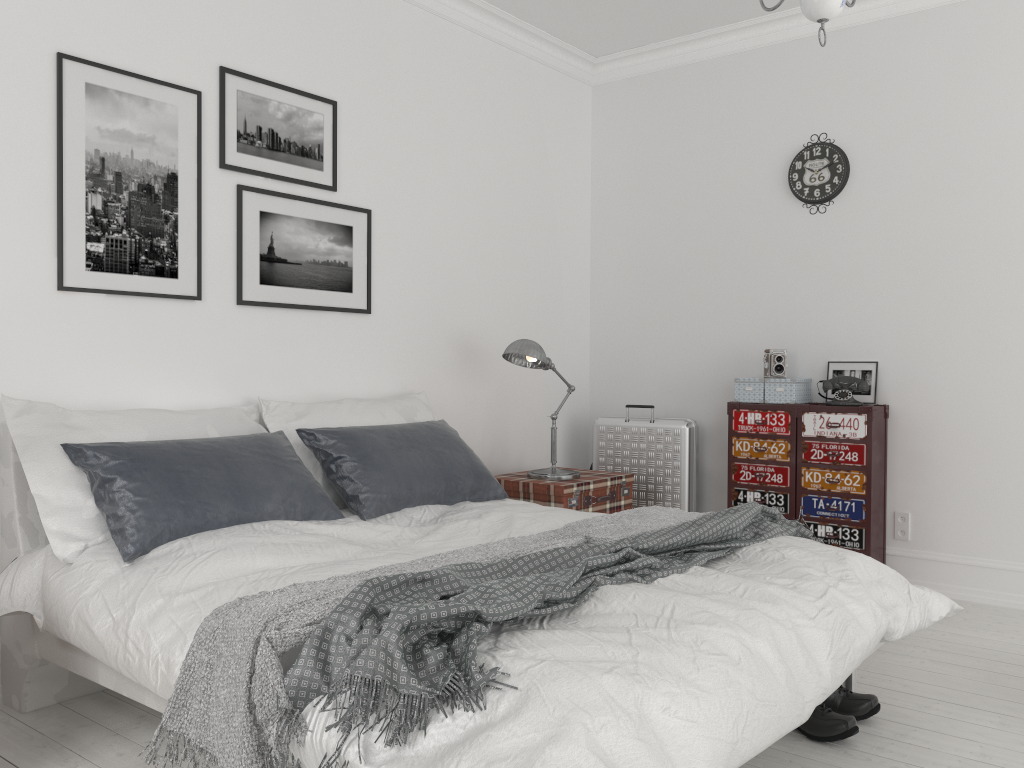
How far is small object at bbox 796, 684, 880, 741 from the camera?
2.6 meters

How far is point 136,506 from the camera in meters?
2.6 m

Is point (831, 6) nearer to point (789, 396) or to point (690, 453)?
point (789, 396)

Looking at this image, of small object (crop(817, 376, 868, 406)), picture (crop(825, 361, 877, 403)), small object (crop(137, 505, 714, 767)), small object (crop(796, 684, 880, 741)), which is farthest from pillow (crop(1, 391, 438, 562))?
picture (crop(825, 361, 877, 403))

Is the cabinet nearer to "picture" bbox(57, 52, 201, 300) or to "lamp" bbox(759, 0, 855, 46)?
"lamp" bbox(759, 0, 855, 46)

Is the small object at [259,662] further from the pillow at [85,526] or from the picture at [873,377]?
the picture at [873,377]

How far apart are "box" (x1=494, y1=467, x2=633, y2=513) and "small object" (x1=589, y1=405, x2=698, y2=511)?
0.4 meters

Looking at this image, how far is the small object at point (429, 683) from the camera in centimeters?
170cm

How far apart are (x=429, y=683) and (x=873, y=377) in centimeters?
353cm

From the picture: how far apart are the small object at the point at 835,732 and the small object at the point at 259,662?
0.73m
